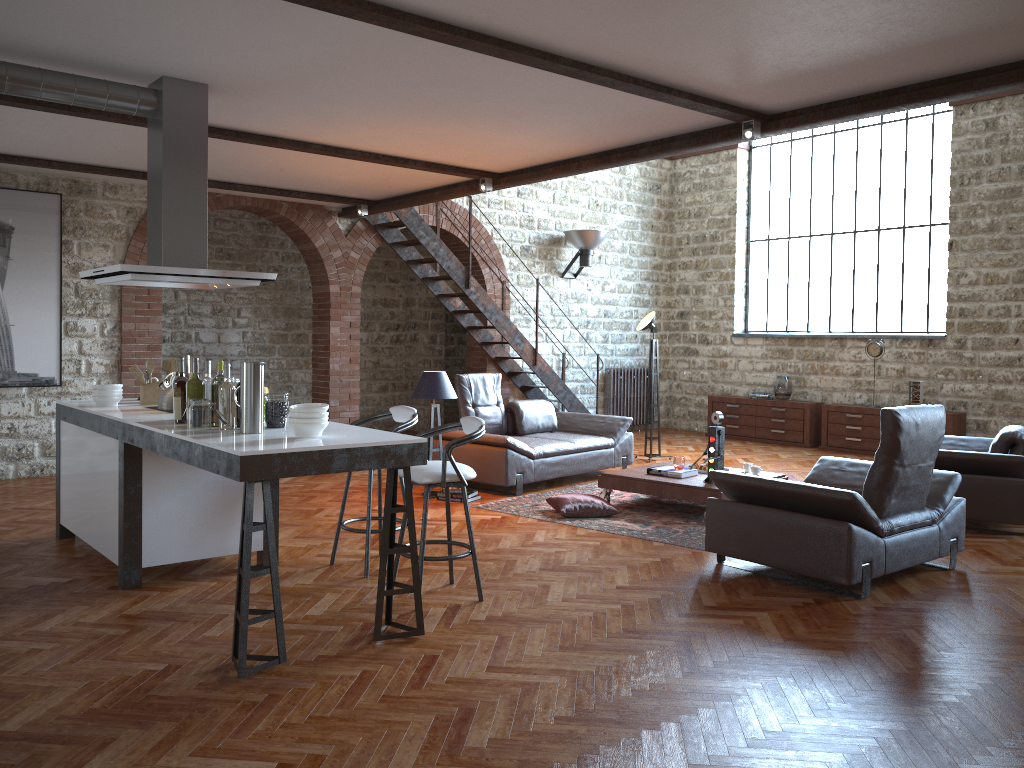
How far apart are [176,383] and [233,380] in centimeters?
29cm

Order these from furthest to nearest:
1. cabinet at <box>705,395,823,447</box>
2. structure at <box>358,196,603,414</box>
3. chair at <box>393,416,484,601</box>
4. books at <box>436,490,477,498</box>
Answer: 1. cabinet at <box>705,395,823,447</box>
2. structure at <box>358,196,603,414</box>
3. books at <box>436,490,477,498</box>
4. chair at <box>393,416,484,601</box>

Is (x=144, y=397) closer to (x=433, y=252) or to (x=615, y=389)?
(x=433, y=252)

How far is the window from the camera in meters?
11.3 m

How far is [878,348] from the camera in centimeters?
1122cm

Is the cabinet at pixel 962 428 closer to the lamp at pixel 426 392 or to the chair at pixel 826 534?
the chair at pixel 826 534

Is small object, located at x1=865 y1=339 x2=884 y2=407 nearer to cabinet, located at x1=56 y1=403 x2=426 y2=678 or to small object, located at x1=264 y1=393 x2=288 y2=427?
cabinet, located at x1=56 y1=403 x2=426 y2=678

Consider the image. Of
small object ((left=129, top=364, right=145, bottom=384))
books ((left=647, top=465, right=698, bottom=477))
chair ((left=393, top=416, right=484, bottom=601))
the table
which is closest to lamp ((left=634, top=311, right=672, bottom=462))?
the table

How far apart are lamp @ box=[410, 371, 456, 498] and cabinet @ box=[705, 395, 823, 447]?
6.1m

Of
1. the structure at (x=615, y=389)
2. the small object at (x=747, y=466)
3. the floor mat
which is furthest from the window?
the floor mat
